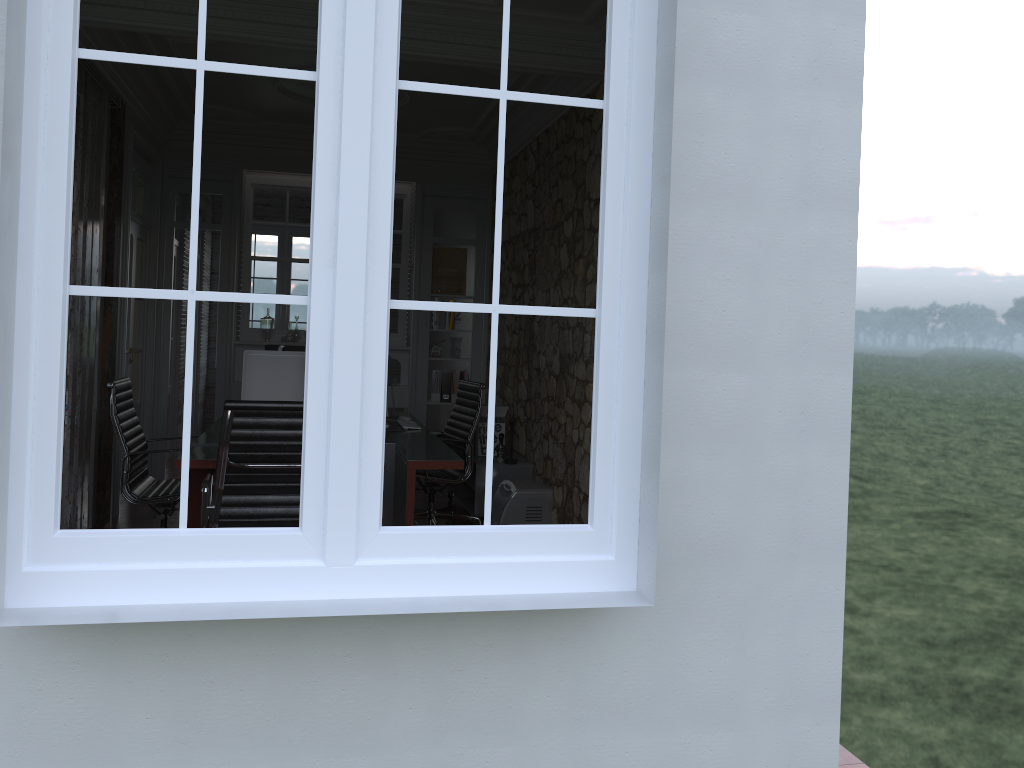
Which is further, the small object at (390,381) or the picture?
the picture

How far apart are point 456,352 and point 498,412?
1.57m

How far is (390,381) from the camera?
7.8m

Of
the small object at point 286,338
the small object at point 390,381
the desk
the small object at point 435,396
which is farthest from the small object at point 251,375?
the small object at point 435,396

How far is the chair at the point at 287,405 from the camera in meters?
3.8 m

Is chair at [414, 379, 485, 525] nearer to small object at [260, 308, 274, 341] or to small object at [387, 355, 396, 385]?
small object at [387, 355, 396, 385]

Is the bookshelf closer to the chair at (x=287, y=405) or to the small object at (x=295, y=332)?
the small object at (x=295, y=332)

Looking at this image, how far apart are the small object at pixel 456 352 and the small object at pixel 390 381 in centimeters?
58cm

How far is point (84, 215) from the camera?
5.2m

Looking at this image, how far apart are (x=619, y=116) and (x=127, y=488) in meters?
3.5
